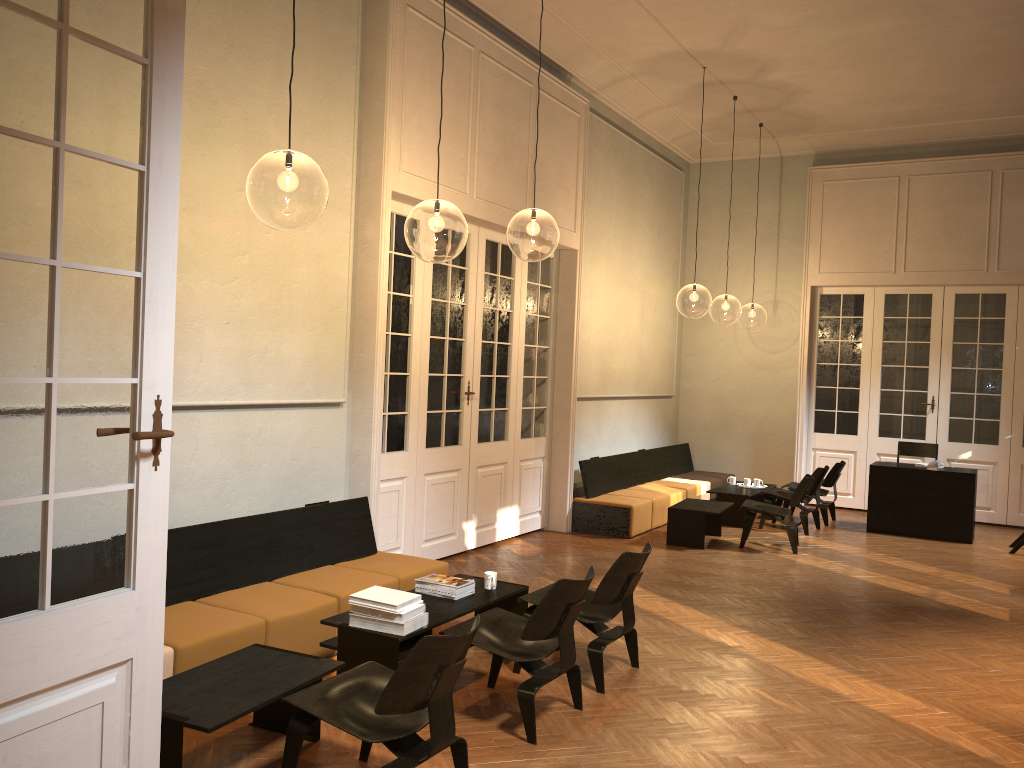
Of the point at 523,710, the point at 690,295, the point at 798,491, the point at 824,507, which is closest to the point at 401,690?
the point at 523,710

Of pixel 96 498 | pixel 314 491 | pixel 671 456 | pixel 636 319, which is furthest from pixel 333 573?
pixel 671 456

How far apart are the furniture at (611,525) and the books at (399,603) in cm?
523

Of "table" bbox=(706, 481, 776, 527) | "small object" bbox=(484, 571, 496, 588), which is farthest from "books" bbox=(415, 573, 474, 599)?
"table" bbox=(706, 481, 776, 527)

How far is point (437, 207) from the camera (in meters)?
9.45

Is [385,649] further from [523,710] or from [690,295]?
[690,295]

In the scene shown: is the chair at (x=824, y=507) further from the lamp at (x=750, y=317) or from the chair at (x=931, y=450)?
the lamp at (x=750, y=317)

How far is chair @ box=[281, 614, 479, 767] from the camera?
3.4 meters

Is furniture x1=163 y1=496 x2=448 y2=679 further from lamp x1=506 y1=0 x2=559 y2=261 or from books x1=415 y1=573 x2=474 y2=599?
lamp x1=506 y1=0 x2=559 y2=261

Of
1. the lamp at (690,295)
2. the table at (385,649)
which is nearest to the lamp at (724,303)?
the lamp at (690,295)
